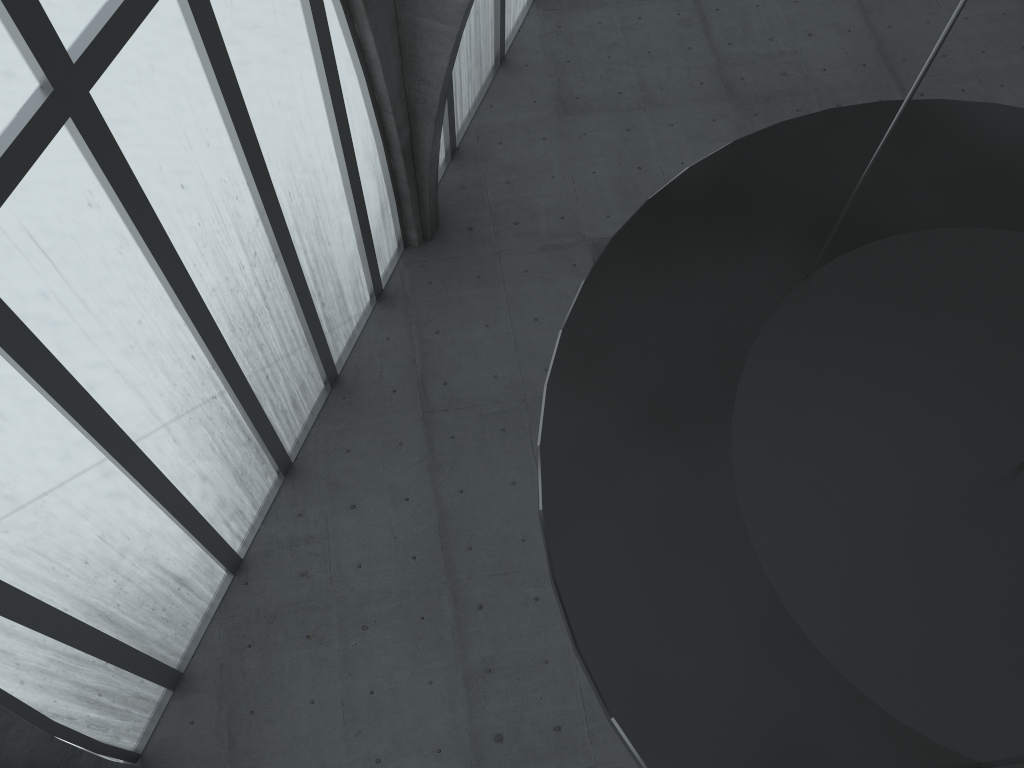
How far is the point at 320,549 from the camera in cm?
2447
